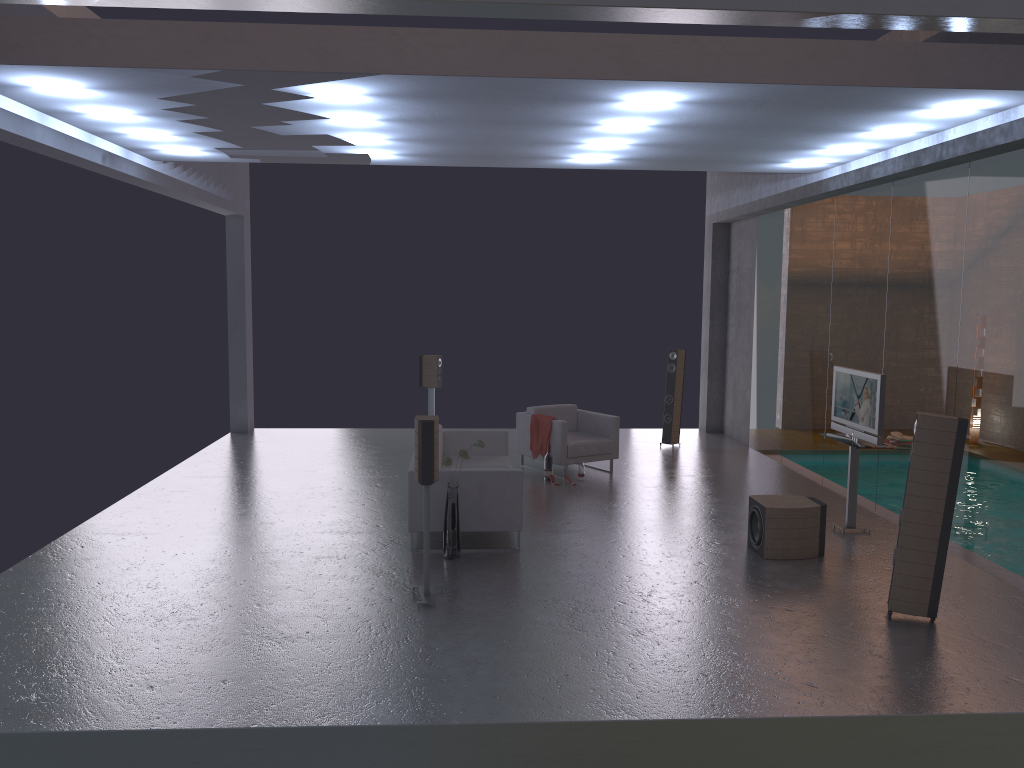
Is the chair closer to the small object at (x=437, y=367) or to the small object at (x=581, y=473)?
the small object at (x=581, y=473)

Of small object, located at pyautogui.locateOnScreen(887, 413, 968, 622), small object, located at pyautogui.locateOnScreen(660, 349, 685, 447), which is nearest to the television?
small object, located at pyautogui.locateOnScreen(887, 413, 968, 622)

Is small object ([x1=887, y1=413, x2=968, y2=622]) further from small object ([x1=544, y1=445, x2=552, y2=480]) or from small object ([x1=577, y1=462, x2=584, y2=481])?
small object ([x1=544, y1=445, x2=552, y2=480])

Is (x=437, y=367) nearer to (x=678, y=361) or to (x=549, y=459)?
(x=549, y=459)

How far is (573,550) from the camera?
7.9 meters

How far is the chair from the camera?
10.9m

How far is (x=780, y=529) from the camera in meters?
7.7 m

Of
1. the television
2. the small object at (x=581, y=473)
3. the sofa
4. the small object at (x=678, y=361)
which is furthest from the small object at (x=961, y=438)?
the small object at (x=678, y=361)

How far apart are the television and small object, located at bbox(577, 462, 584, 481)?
3.11m

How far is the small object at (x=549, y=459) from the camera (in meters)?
10.79
